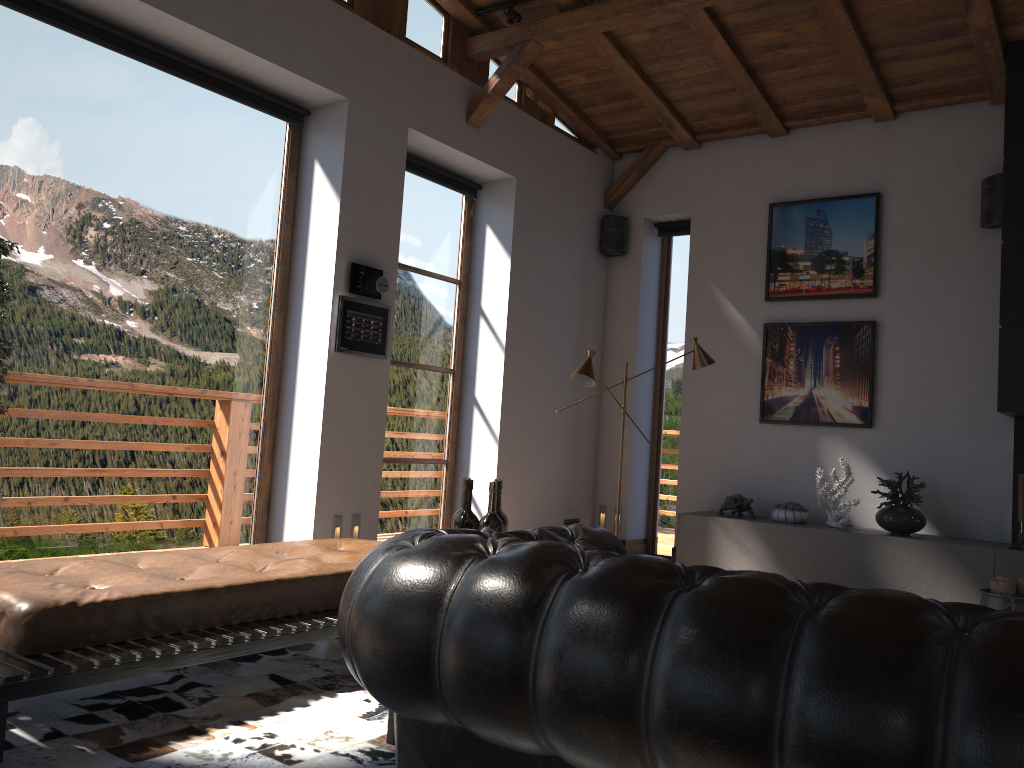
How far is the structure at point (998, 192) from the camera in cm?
609

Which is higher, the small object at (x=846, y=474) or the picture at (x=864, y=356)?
the picture at (x=864, y=356)

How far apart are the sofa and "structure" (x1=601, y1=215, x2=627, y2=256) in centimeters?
548cm

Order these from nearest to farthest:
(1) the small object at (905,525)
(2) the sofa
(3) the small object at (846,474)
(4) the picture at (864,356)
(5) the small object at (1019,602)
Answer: (2) the sofa → (5) the small object at (1019,602) → (1) the small object at (905,525) → (3) the small object at (846,474) → (4) the picture at (864,356)

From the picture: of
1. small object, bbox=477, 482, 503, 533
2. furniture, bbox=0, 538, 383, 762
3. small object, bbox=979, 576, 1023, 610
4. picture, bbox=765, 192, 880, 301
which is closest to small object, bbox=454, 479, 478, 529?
small object, bbox=477, 482, 503, 533

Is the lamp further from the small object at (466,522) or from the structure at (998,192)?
the small object at (466,522)

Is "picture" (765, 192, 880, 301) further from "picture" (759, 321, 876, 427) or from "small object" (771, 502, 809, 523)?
"small object" (771, 502, 809, 523)

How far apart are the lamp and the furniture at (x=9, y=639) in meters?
2.0

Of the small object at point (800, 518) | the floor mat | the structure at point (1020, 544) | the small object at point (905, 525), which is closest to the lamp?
the small object at point (800, 518)

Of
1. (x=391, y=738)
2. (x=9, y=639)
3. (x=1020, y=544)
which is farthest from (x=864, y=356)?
(x=9, y=639)
